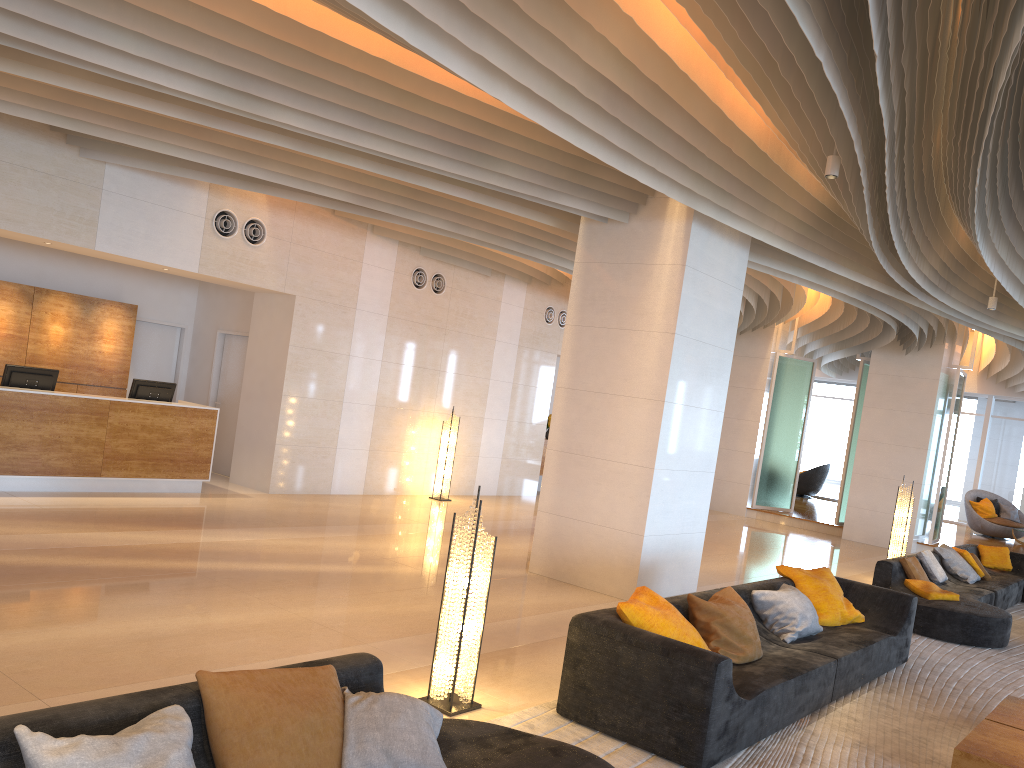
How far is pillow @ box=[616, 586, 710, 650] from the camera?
4.88m

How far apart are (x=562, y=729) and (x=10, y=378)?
7.6 meters

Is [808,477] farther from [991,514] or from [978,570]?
[978,570]

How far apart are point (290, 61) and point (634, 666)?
4.67m

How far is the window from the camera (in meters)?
21.81

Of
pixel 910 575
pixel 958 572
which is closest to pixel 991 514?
pixel 958 572

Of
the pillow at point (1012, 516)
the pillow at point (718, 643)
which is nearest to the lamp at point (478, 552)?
the pillow at point (718, 643)

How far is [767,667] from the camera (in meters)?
5.33

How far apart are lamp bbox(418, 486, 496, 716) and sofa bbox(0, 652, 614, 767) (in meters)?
0.97

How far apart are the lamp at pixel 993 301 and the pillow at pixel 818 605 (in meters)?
4.60
